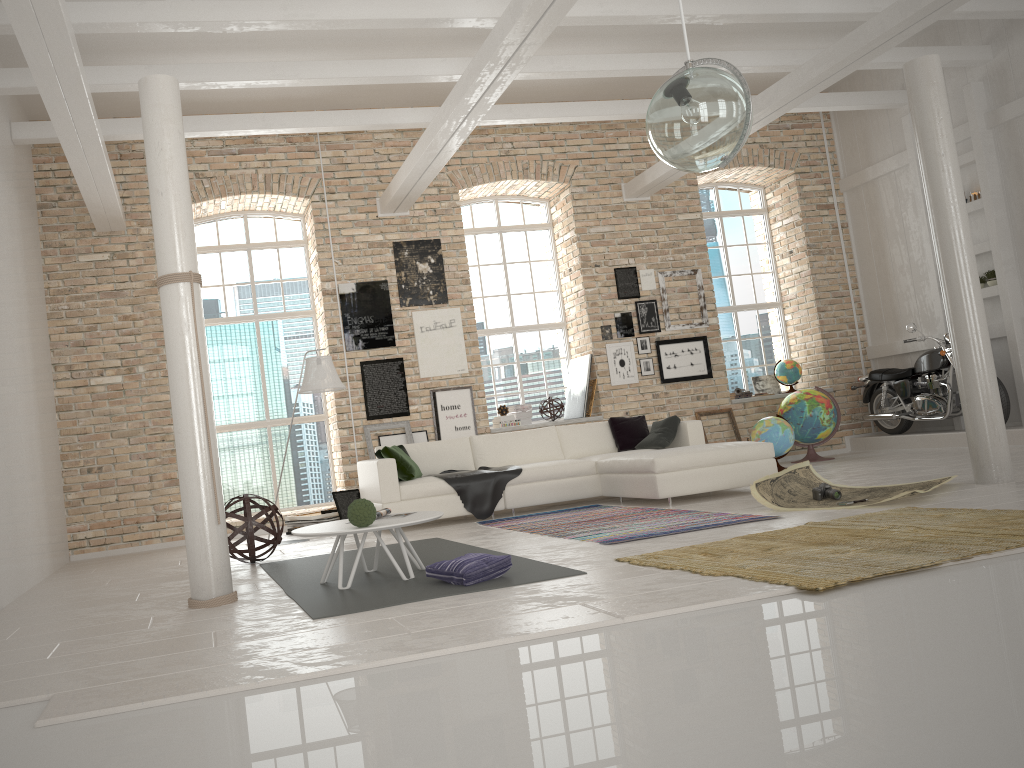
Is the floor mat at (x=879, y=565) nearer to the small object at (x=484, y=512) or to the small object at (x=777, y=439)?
the small object at (x=484, y=512)

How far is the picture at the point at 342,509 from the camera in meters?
9.0

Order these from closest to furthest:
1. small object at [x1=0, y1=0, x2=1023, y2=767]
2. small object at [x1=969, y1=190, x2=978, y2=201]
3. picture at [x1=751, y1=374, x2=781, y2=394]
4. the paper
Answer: small object at [x1=0, y1=0, x2=1023, y2=767], the paper, small object at [x1=969, y1=190, x2=978, y2=201], picture at [x1=751, y1=374, x2=781, y2=394]

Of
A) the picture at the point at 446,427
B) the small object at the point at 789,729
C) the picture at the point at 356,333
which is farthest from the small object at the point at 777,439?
the picture at the point at 356,333

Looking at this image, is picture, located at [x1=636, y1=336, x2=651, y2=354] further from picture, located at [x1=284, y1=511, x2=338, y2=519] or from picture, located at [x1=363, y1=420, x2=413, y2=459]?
picture, located at [x1=284, y1=511, x2=338, y2=519]

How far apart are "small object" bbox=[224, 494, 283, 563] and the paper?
3.5 meters

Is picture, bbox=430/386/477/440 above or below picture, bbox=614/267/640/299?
below

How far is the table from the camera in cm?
477

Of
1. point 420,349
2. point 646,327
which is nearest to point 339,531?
point 420,349

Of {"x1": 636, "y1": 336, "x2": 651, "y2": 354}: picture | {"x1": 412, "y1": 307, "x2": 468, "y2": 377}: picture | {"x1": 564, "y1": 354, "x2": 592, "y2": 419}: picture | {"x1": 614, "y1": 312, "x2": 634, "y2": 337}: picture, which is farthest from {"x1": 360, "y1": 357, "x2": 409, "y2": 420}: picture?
{"x1": 636, "y1": 336, "x2": 651, "y2": 354}: picture
